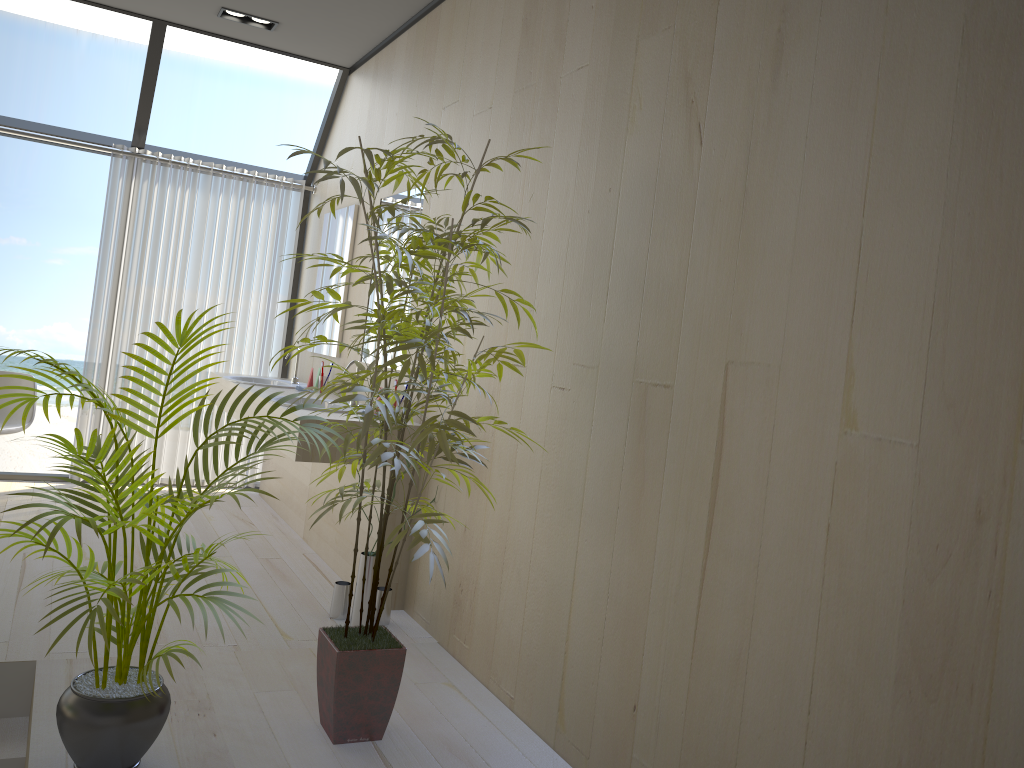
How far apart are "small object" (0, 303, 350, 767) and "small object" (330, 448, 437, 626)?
1.08m

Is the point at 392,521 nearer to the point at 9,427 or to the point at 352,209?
the point at 352,209

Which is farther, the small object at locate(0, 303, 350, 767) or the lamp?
the lamp

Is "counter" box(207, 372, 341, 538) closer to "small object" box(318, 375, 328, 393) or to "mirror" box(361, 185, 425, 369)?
"small object" box(318, 375, 328, 393)

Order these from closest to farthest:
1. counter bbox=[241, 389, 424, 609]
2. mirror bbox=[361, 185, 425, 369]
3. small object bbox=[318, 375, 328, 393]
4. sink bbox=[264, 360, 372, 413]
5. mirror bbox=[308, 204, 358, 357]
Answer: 1. counter bbox=[241, 389, 424, 609]
2. mirror bbox=[361, 185, 425, 369]
3. sink bbox=[264, 360, 372, 413]
4. small object bbox=[318, 375, 328, 393]
5. mirror bbox=[308, 204, 358, 357]

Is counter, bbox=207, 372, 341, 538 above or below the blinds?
below

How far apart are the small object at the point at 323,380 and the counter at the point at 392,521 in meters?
0.5 m

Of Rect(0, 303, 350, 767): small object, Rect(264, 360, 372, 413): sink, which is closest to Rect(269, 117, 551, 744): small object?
Rect(0, 303, 350, 767): small object

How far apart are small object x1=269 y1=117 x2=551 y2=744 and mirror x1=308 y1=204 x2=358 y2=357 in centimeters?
212cm

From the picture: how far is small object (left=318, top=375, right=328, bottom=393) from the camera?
4.9 meters
